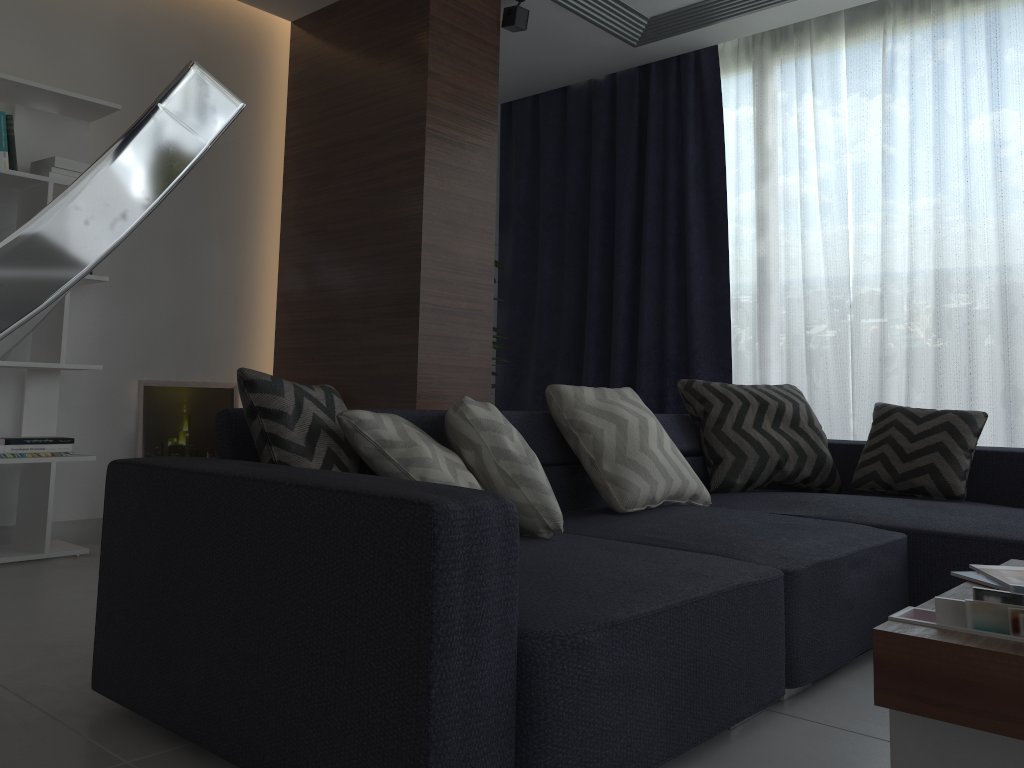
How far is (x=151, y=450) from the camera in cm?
399

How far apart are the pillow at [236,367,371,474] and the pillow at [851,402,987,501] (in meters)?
2.09

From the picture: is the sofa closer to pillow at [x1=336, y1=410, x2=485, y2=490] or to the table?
pillow at [x1=336, y1=410, x2=485, y2=490]

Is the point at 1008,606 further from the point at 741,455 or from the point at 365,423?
the point at 741,455

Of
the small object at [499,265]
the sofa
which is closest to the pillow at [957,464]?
the sofa

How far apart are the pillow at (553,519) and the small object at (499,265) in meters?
2.5 m

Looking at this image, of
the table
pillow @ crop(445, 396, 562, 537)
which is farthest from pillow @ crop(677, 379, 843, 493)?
the table

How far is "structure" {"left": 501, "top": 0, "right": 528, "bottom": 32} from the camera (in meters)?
4.07

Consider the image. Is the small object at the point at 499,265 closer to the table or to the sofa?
the sofa

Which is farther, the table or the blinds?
the blinds
